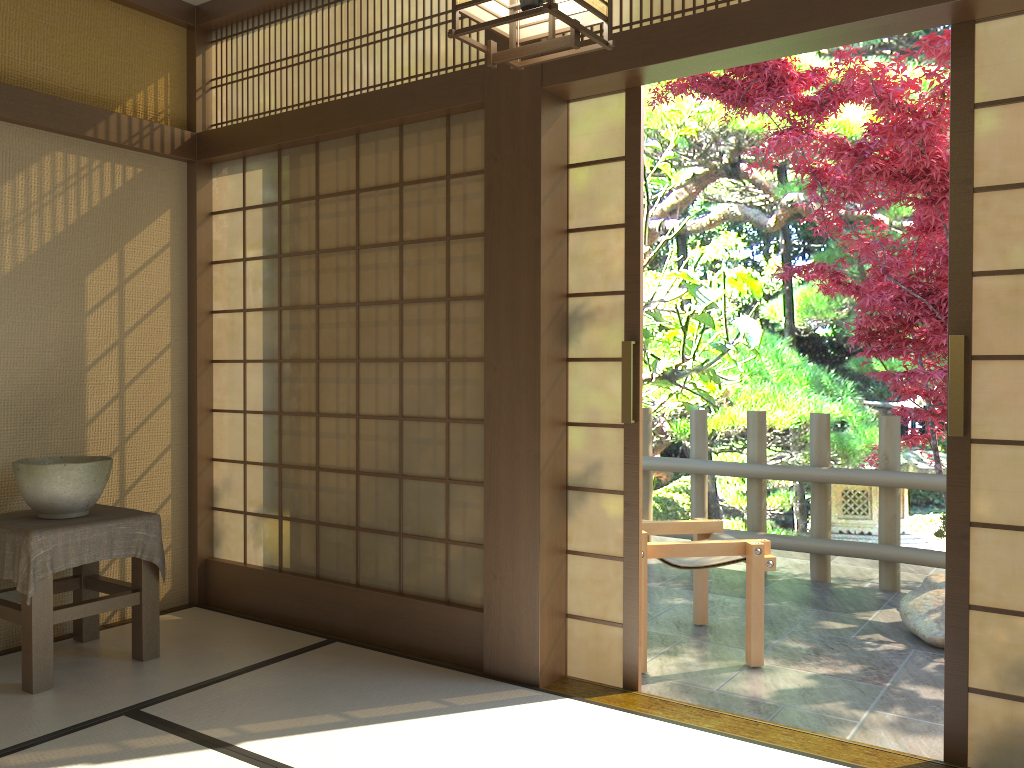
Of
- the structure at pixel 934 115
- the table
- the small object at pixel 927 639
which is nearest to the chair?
the small object at pixel 927 639

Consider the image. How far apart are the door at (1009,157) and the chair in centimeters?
117cm

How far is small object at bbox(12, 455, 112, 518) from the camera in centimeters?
338cm

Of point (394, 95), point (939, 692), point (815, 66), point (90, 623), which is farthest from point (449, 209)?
point (815, 66)

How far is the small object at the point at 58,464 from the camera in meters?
3.4 m

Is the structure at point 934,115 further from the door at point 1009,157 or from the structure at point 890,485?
the door at point 1009,157

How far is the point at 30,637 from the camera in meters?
3.2

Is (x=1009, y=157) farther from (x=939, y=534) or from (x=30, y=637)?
(x=30, y=637)

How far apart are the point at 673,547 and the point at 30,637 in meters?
2.5

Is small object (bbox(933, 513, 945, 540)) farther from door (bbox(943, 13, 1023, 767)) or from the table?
the table
